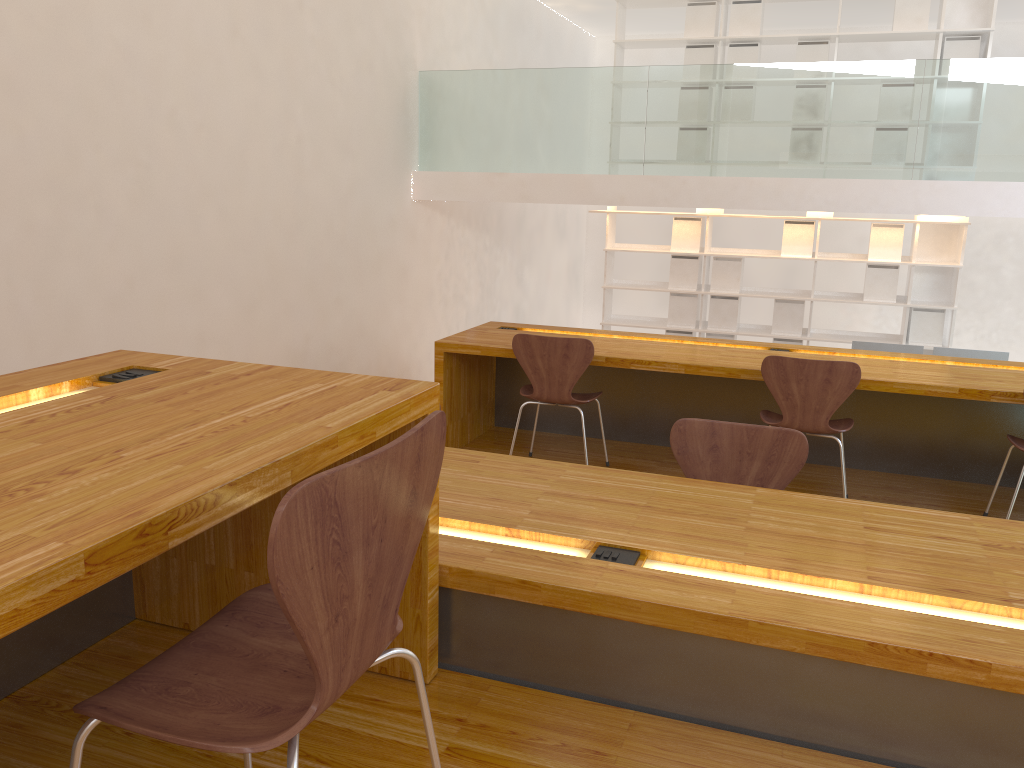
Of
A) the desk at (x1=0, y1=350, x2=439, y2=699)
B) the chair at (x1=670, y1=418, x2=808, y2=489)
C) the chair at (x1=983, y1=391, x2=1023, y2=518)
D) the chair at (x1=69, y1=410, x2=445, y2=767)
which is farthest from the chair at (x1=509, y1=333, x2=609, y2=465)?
the chair at (x1=69, y1=410, x2=445, y2=767)

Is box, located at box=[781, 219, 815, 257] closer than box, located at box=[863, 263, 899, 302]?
No

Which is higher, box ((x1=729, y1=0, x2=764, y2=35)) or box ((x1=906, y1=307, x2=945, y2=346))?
box ((x1=729, y1=0, x2=764, y2=35))

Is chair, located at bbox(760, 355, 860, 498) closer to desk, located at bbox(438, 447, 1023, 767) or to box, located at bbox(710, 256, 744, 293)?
desk, located at bbox(438, 447, 1023, 767)

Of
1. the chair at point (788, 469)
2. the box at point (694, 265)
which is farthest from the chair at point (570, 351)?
the box at point (694, 265)

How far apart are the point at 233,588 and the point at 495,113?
5.56m

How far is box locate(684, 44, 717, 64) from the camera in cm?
730

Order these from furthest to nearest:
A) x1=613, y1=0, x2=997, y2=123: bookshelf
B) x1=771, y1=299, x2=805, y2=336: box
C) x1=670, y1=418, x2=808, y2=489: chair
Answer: x1=771, y1=299, x2=805, y2=336: box < x1=613, y1=0, x2=997, y2=123: bookshelf < x1=670, y1=418, x2=808, y2=489: chair

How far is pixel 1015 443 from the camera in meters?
3.5

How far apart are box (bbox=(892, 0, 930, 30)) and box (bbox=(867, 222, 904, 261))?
1.5 meters
